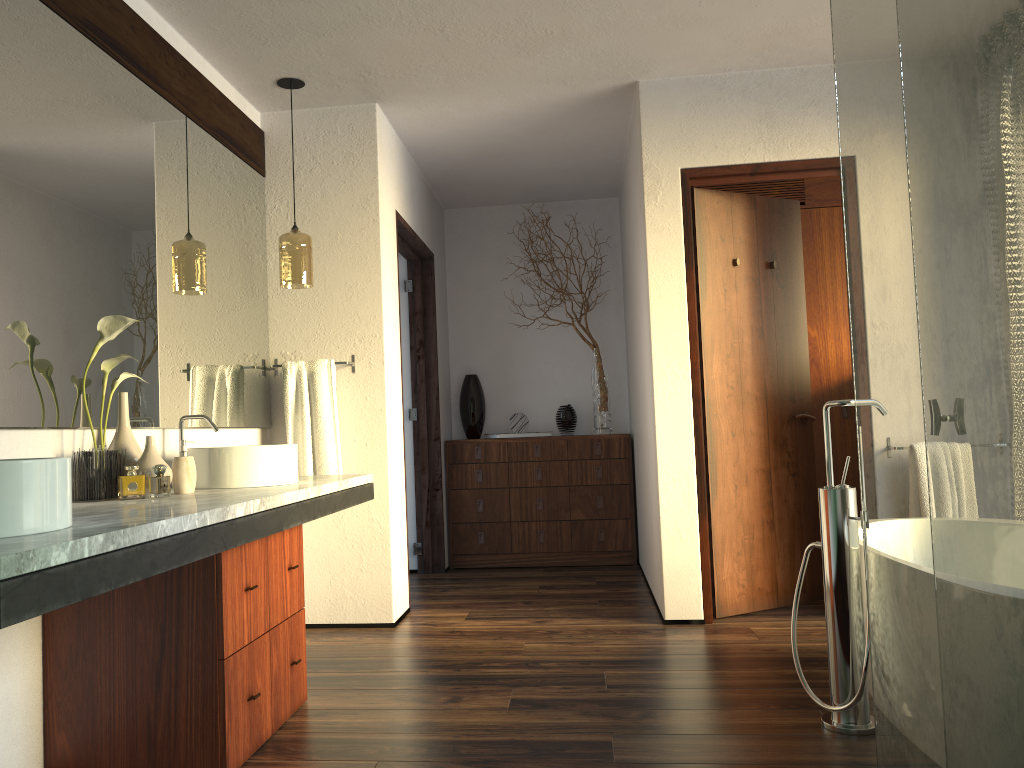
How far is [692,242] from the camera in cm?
386

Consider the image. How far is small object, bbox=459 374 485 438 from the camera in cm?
564

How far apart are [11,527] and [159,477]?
9.4m

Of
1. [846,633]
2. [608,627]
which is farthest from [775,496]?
[846,633]

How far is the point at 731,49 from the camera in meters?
3.6

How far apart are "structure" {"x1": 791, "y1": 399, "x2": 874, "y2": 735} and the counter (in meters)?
1.47

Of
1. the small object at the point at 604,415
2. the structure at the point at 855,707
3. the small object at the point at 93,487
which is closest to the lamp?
the small object at the point at 93,487

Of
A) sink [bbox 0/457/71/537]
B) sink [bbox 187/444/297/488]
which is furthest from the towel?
sink [bbox 0/457/71/537]

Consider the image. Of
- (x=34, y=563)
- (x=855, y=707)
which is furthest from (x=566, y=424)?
(x=34, y=563)

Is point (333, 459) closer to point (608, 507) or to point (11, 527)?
point (608, 507)
